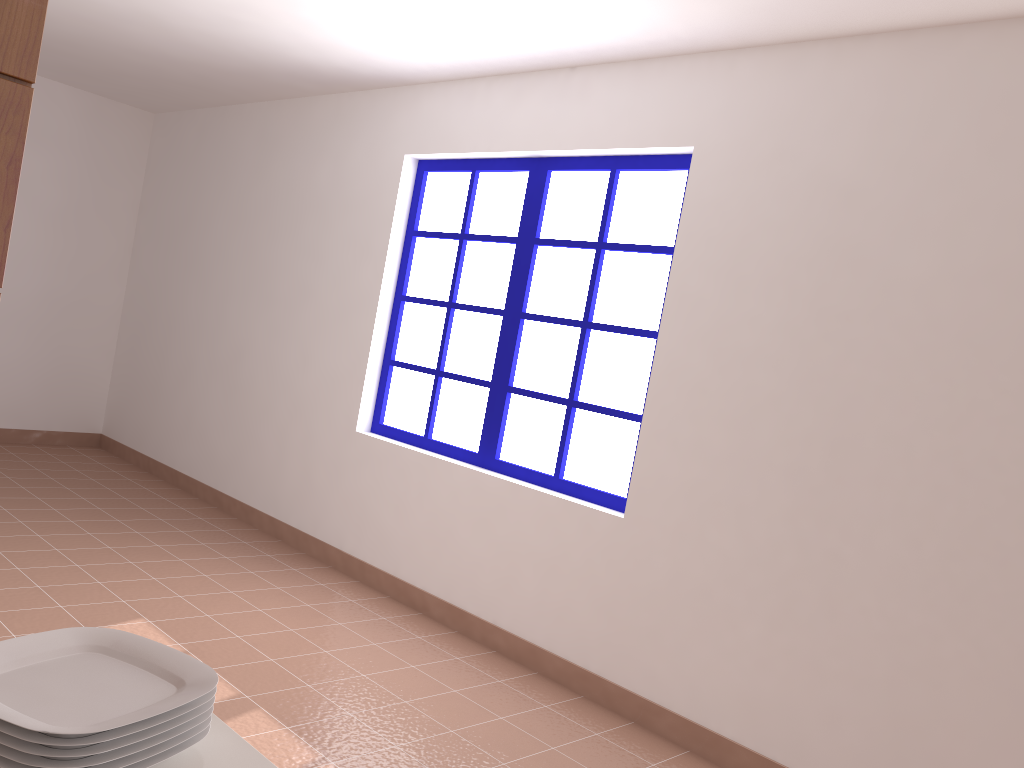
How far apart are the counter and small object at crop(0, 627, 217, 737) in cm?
6

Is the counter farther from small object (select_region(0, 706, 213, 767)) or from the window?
the window

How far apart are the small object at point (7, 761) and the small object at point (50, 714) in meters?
0.0

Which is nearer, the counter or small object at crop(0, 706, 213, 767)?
small object at crop(0, 706, 213, 767)

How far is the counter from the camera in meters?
0.9

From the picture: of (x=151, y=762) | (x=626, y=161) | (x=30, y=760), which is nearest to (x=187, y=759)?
(x=151, y=762)

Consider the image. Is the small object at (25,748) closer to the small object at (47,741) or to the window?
the small object at (47,741)

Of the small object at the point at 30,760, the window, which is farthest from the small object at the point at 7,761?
the window

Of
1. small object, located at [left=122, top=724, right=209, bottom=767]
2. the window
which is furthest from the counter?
the window

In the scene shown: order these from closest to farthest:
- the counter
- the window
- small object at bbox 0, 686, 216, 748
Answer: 1. small object at bbox 0, 686, 216, 748
2. the counter
3. the window
